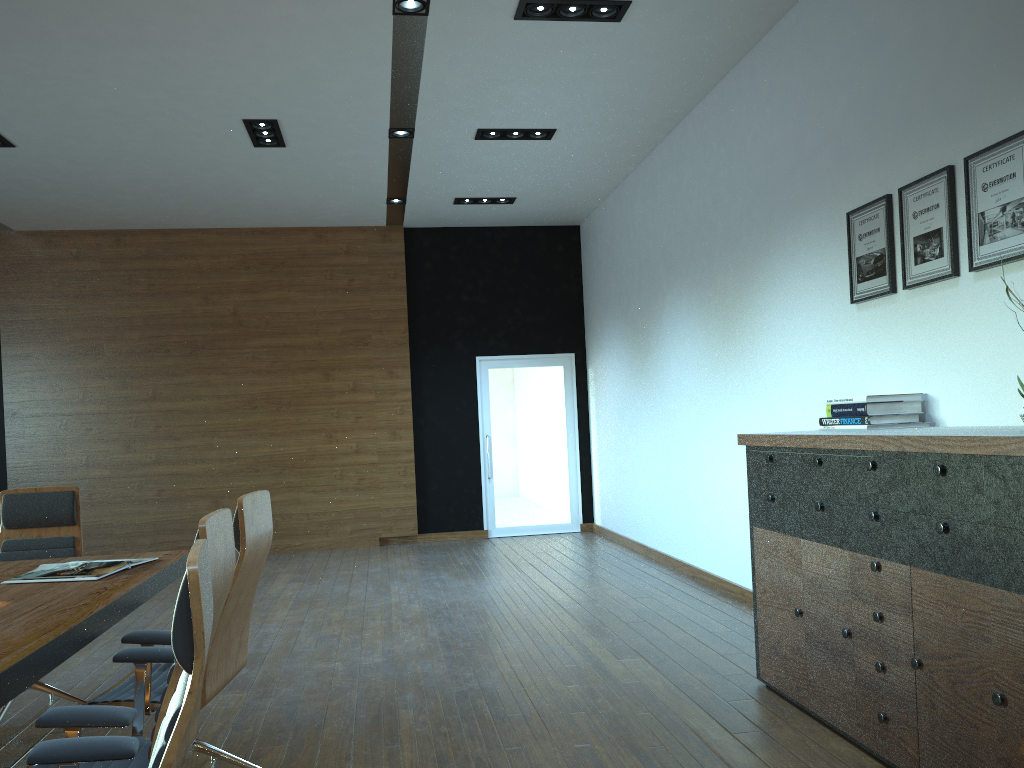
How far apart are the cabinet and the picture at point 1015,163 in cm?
73

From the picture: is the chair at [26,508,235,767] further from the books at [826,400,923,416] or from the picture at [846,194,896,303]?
the picture at [846,194,896,303]

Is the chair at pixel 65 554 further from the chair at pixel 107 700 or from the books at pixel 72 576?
the chair at pixel 107 700

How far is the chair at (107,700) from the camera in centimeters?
307cm

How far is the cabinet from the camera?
2.6 meters

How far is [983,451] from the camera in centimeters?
261cm

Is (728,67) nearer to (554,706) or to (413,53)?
(413,53)

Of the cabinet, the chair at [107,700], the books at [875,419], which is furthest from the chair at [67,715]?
the books at [875,419]

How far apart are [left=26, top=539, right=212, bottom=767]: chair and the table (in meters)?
0.27

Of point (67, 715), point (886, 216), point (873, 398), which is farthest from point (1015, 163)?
point (67, 715)
